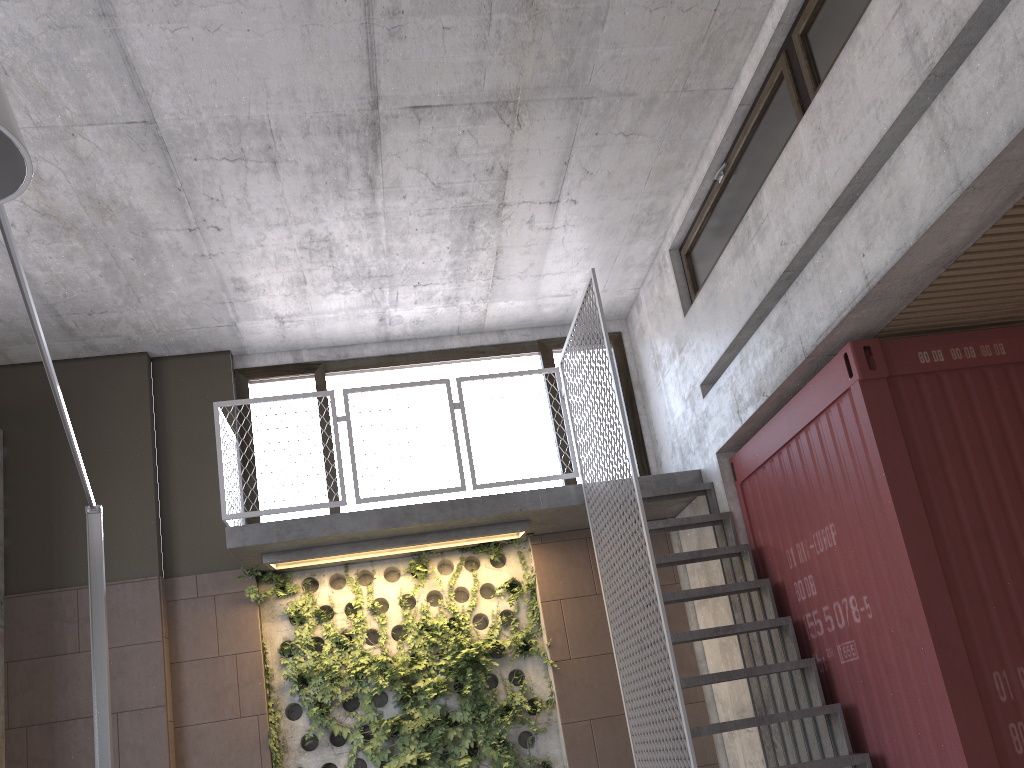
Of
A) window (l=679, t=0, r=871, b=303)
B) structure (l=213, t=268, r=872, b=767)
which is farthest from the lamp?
window (l=679, t=0, r=871, b=303)

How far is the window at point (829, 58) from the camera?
4.9m

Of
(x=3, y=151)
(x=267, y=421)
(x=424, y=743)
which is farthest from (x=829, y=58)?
(x=424, y=743)

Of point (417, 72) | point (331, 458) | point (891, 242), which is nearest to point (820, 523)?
point (891, 242)

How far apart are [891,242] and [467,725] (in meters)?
4.77

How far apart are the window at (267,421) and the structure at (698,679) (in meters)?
0.22

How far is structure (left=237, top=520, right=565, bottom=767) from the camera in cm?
672

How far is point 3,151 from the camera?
2.34m

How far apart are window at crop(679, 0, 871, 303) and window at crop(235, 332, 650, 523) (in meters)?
1.48

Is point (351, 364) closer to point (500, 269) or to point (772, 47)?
point (500, 269)
